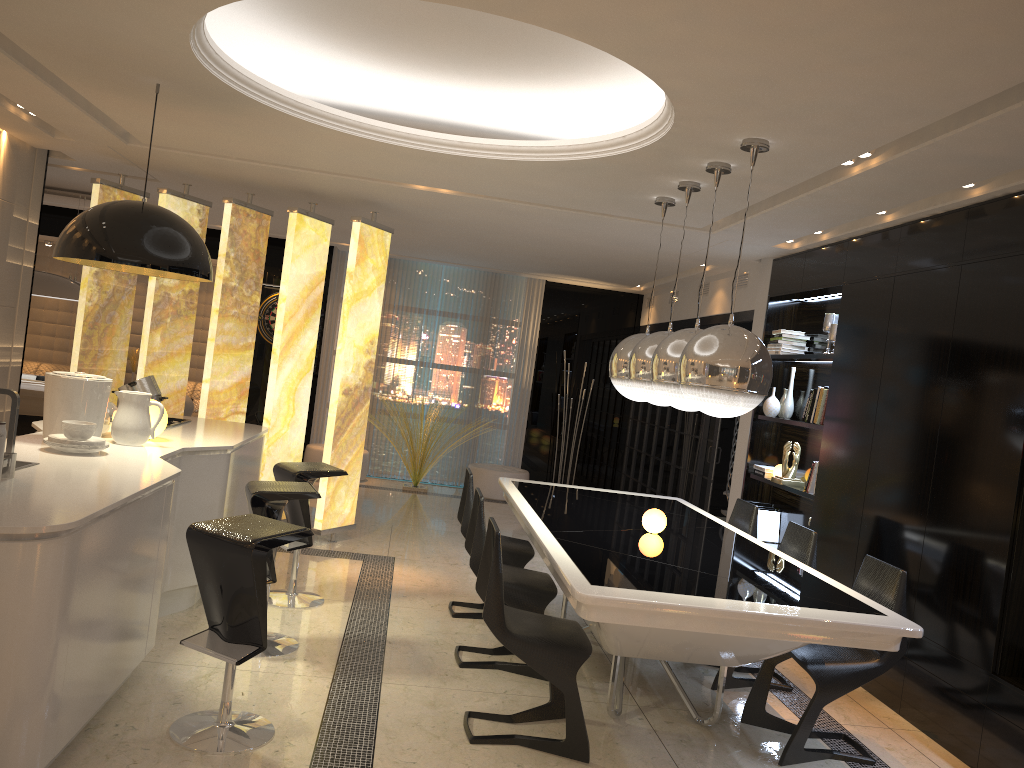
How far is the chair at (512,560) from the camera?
5.14m

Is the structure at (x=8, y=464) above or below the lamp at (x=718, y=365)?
below

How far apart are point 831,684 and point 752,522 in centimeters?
180cm

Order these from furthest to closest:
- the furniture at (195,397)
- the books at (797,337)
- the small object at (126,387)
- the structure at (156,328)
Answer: the furniture at (195,397), the books at (797,337), the structure at (156,328), the small object at (126,387)

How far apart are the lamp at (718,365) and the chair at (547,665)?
1.0 meters

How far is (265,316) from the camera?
10.5 meters

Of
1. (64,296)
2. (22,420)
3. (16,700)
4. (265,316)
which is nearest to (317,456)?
(265,316)

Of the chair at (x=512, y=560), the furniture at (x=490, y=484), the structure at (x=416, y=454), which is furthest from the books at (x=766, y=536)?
the structure at (x=416, y=454)

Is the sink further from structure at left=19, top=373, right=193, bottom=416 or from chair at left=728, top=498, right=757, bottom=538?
structure at left=19, top=373, right=193, bottom=416

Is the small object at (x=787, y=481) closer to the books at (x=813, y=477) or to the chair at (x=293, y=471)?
the books at (x=813, y=477)
